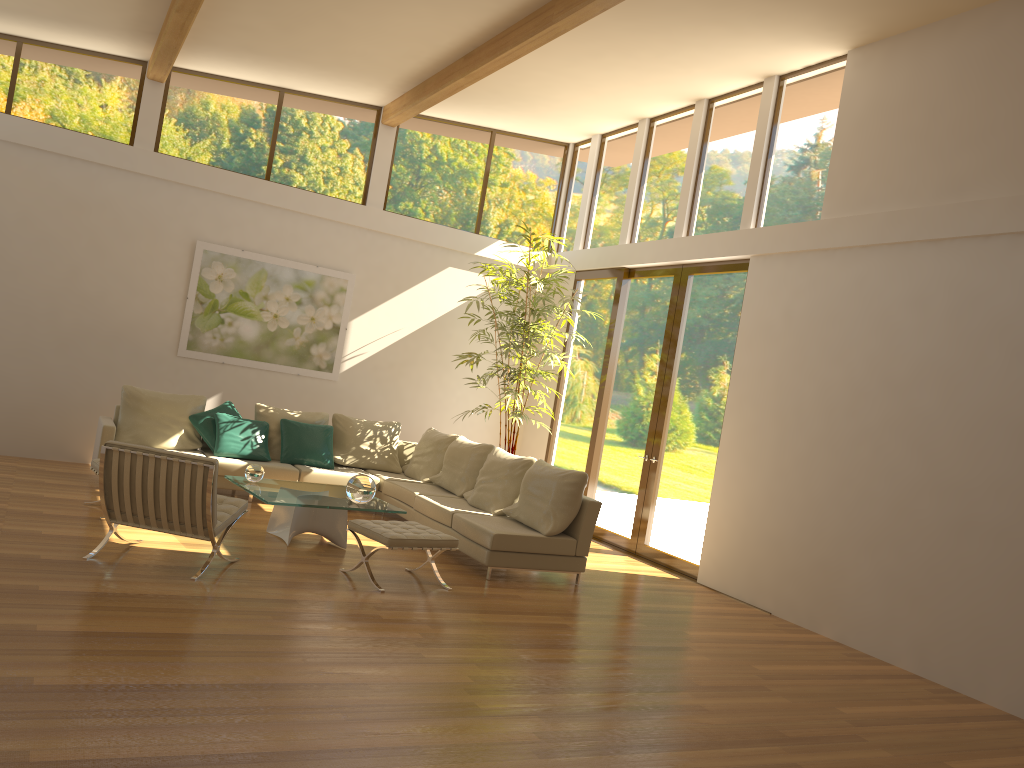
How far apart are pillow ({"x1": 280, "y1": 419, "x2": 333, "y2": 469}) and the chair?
2.9 meters

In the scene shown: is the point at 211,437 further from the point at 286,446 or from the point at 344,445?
the point at 344,445

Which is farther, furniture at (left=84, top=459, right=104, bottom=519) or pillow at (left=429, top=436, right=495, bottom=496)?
pillow at (left=429, top=436, right=495, bottom=496)

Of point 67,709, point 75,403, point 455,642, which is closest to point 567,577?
point 455,642

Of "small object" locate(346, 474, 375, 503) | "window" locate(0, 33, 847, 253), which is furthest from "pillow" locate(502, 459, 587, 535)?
"window" locate(0, 33, 847, 253)

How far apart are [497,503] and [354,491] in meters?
1.5 m

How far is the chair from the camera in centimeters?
560cm

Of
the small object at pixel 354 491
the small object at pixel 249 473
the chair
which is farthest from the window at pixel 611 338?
the chair

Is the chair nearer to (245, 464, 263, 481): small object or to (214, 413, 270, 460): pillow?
(245, 464, 263, 481): small object

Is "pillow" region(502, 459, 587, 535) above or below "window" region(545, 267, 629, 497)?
below
